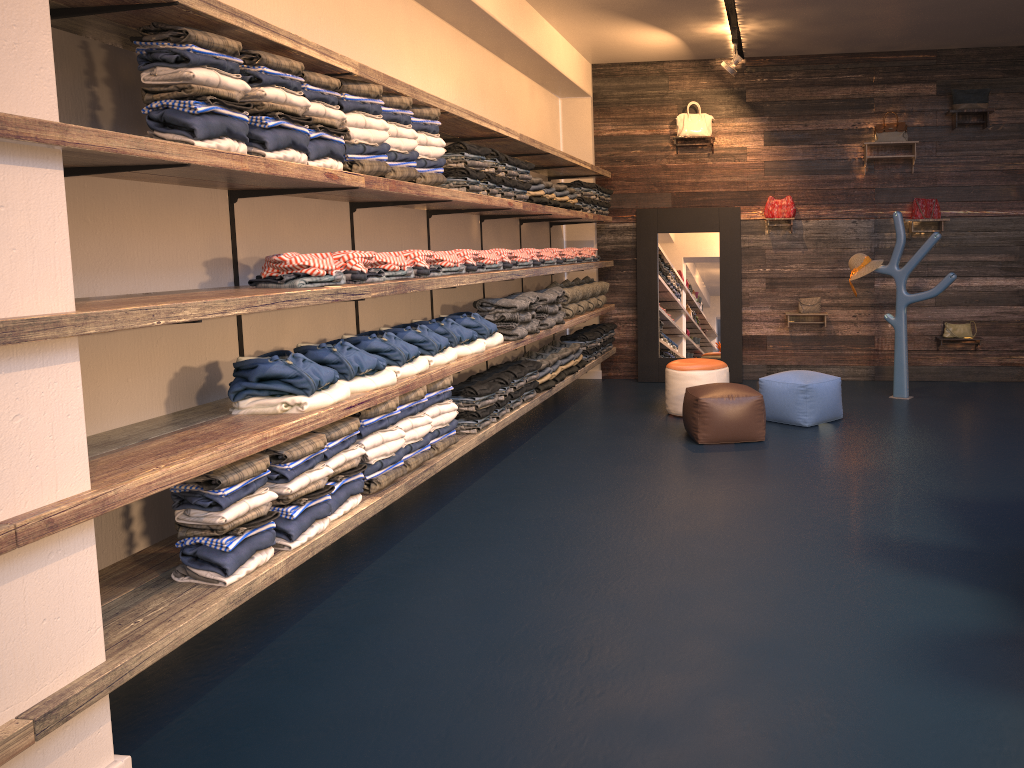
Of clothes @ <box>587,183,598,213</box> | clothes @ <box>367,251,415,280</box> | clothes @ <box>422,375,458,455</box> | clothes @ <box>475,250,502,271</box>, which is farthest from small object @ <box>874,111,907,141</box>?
clothes @ <box>367,251,415,280</box>

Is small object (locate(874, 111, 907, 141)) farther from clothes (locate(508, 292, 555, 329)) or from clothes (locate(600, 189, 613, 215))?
clothes (locate(508, 292, 555, 329))

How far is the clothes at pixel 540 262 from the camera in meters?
6.8

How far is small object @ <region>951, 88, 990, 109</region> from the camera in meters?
8.3

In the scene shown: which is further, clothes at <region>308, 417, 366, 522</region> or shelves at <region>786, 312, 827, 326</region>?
shelves at <region>786, 312, 827, 326</region>

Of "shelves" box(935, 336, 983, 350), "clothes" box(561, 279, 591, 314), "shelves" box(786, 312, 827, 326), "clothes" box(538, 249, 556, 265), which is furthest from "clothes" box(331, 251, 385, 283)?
"shelves" box(935, 336, 983, 350)

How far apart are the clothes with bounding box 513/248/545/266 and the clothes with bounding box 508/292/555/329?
0.27m

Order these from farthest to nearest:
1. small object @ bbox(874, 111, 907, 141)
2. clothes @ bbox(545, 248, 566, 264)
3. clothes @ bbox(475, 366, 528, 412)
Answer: small object @ bbox(874, 111, 907, 141) < clothes @ bbox(545, 248, 566, 264) < clothes @ bbox(475, 366, 528, 412)

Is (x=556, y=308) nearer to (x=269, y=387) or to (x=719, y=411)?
(x=719, y=411)

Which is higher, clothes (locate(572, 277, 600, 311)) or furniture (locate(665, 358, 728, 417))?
clothes (locate(572, 277, 600, 311))
